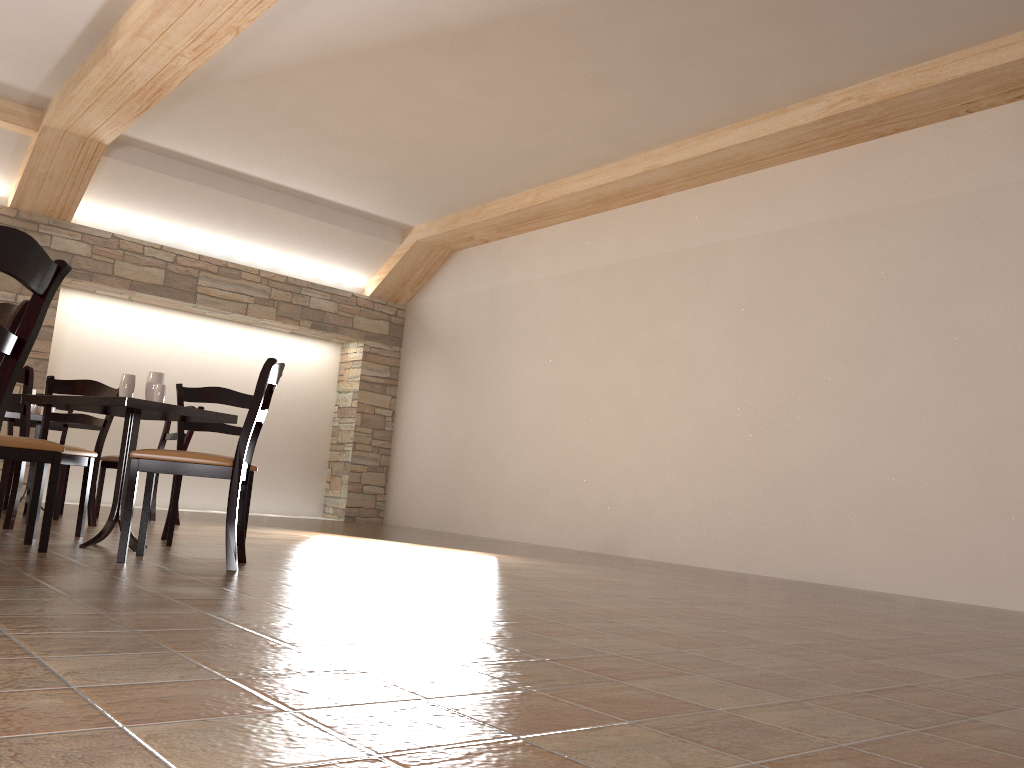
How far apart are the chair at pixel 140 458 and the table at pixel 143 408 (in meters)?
0.23

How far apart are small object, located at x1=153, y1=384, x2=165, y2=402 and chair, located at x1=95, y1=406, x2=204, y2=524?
2.2 meters

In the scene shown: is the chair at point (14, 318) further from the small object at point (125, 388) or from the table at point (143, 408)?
the small object at point (125, 388)

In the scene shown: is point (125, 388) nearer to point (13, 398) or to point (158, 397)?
point (158, 397)

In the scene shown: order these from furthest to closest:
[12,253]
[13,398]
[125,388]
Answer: [13,398], [125,388], [12,253]

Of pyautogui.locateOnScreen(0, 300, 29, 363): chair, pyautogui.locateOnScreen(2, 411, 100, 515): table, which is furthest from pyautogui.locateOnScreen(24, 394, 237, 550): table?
pyautogui.locateOnScreen(2, 411, 100, 515): table

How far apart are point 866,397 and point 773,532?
1.14m

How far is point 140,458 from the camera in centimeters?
342cm

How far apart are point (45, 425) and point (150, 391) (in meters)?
1.34

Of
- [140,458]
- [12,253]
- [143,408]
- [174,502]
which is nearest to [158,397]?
[143,408]
